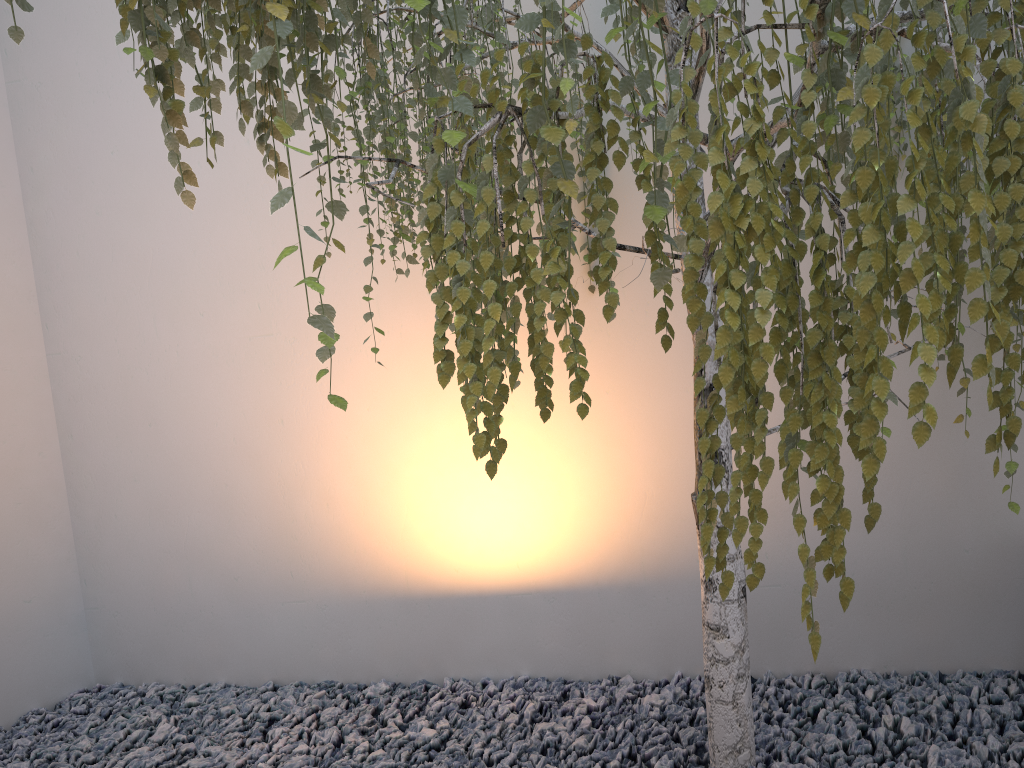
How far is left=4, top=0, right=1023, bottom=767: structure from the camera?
0.8 meters

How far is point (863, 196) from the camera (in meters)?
0.76

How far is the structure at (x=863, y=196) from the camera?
0.76m
